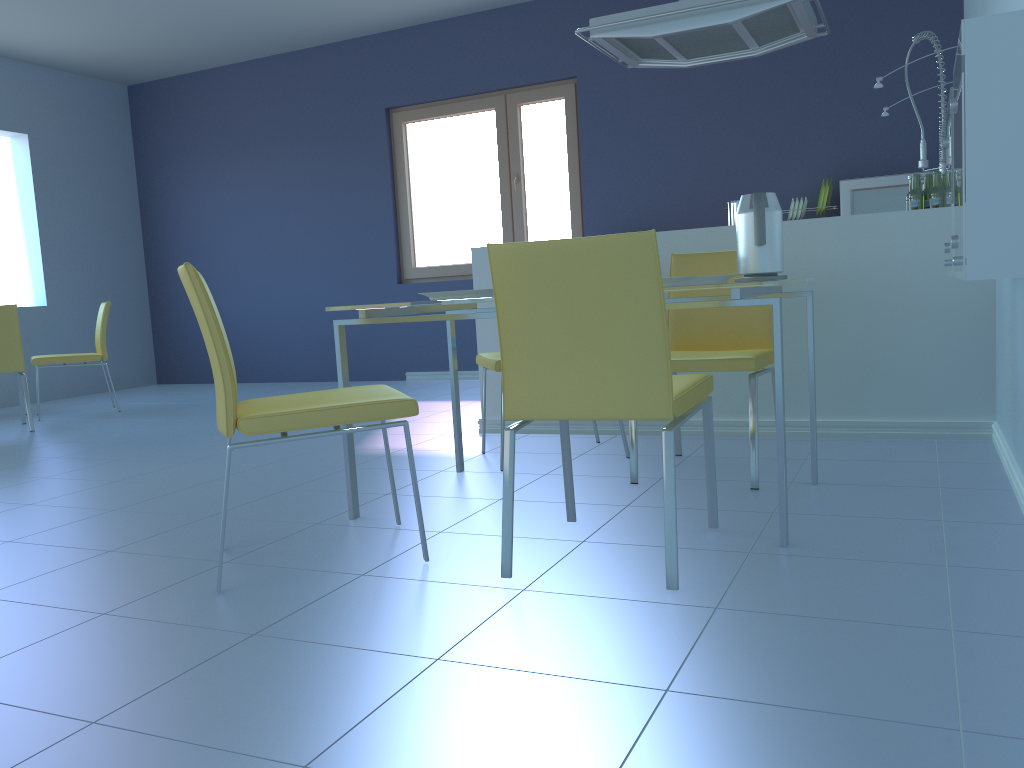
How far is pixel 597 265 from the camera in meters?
1.7 m

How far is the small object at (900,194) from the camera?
4.7 meters

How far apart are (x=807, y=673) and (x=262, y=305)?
6.30m

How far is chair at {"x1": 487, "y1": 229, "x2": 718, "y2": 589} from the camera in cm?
170

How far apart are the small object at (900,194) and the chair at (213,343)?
3.5 meters

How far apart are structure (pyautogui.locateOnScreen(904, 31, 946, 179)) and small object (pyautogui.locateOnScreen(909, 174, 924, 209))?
0.95m

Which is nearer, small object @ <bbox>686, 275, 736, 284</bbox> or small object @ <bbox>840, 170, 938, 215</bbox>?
small object @ <bbox>686, 275, 736, 284</bbox>

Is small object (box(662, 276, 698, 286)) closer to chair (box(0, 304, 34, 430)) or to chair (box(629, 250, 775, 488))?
chair (box(629, 250, 775, 488))

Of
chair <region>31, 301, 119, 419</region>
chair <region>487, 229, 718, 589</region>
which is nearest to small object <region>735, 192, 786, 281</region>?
chair <region>487, 229, 718, 589</region>

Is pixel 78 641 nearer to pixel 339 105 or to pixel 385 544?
pixel 385 544
